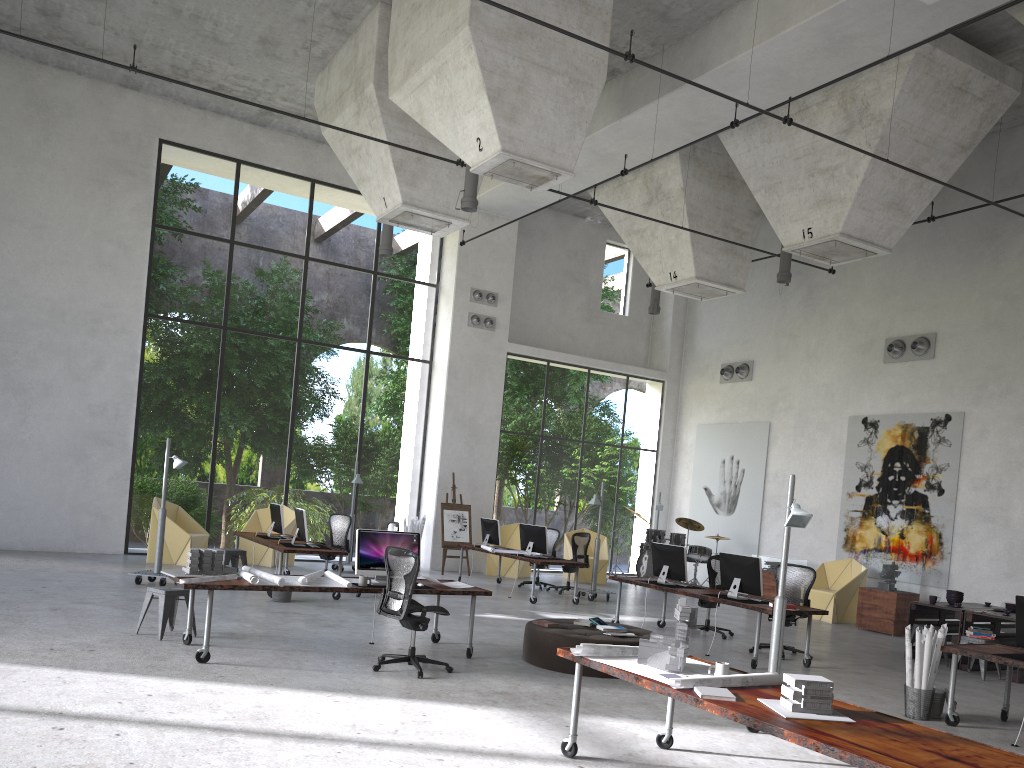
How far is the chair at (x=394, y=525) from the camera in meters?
13.7

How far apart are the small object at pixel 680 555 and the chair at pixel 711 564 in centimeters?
70cm

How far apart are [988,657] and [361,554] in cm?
586

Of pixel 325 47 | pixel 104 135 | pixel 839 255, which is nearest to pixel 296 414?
pixel 104 135

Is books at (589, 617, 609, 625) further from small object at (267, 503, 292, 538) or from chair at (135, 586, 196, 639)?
small object at (267, 503, 292, 538)

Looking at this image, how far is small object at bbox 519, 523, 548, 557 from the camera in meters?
14.8 m

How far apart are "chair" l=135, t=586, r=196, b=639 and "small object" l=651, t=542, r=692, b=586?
Result: 6.1 meters

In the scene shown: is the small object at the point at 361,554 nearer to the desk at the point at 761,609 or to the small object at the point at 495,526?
the desk at the point at 761,609

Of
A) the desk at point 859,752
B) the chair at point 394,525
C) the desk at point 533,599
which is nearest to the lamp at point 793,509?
the desk at point 859,752

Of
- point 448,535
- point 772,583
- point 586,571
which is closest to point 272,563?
point 448,535
